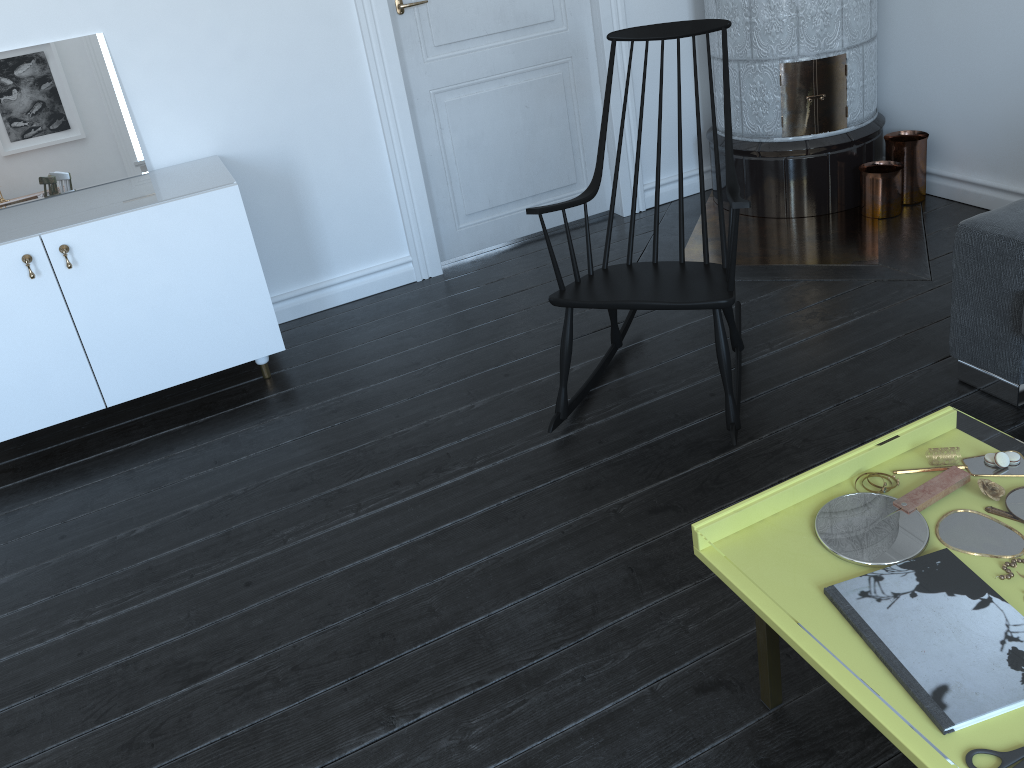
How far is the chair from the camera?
2.34m

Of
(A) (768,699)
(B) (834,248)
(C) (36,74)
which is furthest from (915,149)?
(C) (36,74)

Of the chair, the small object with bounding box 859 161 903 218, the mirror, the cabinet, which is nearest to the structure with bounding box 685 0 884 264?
the small object with bounding box 859 161 903 218

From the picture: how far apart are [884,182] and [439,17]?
1.89m

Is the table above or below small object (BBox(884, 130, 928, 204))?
below

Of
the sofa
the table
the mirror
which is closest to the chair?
the sofa

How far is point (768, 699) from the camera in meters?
1.7

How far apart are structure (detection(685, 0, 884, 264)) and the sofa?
0.9 meters

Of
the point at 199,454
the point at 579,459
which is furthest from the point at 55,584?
the point at 579,459

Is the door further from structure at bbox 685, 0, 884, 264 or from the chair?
the chair
